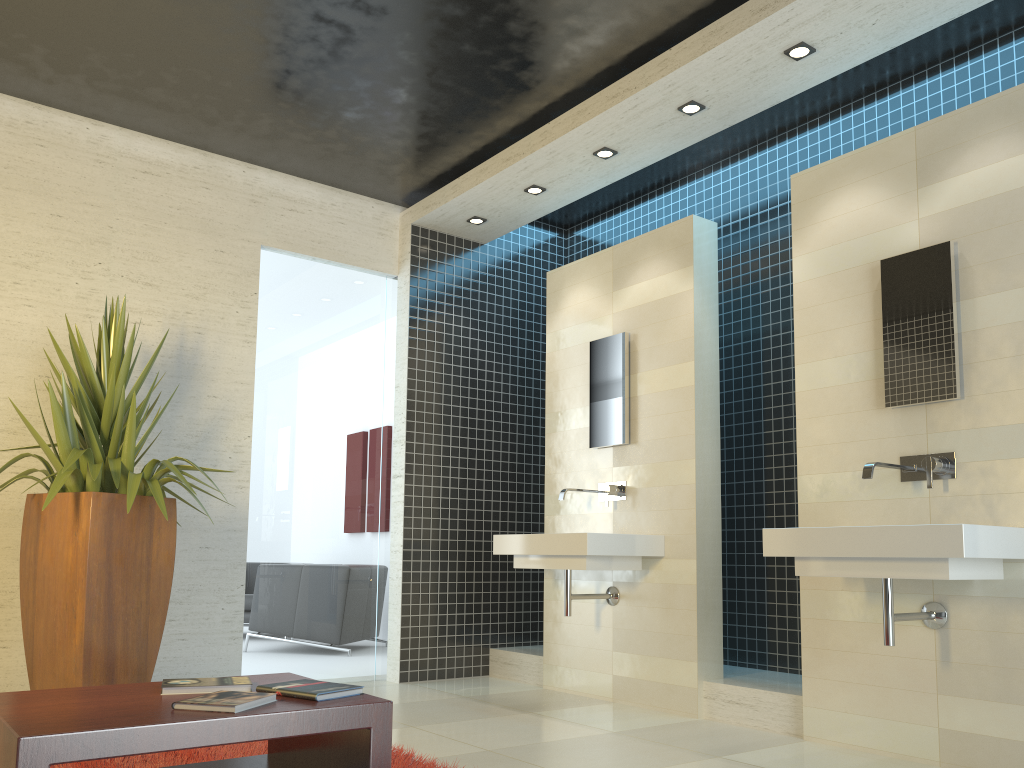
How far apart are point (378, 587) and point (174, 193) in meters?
2.8

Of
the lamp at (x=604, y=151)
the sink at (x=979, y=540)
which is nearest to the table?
the sink at (x=979, y=540)

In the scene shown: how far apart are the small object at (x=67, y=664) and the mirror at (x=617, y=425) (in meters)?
2.32

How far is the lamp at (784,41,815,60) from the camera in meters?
4.1

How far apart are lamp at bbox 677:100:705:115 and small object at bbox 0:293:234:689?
3.0m

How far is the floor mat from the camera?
3.1m

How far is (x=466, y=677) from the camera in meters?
6.0 m

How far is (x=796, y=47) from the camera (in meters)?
4.09

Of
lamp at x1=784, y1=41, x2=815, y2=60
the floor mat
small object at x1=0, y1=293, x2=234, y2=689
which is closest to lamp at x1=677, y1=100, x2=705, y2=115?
lamp at x1=784, y1=41, x2=815, y2=60

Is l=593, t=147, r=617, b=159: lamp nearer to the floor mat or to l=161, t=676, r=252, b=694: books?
the floor mat
